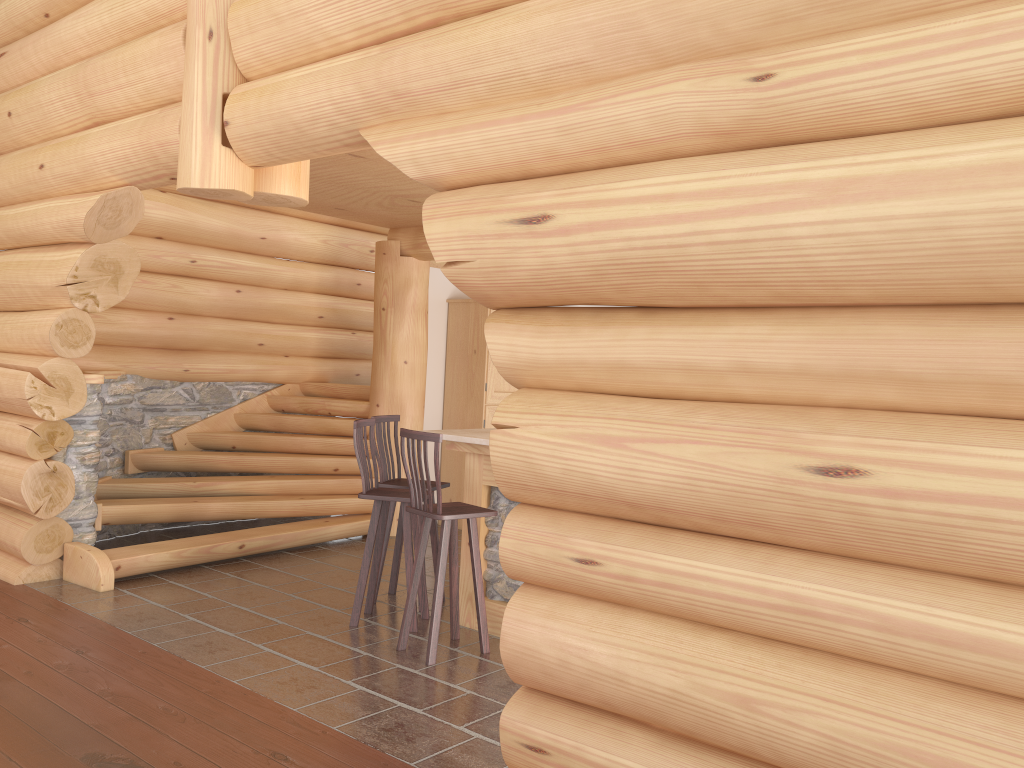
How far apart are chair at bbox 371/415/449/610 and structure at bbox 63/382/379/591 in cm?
151

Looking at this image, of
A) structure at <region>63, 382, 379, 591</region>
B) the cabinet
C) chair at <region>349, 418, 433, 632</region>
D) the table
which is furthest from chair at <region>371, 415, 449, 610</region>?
the cabinet

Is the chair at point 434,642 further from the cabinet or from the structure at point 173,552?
the cabinet

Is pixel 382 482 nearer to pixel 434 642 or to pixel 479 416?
pixel 434 642

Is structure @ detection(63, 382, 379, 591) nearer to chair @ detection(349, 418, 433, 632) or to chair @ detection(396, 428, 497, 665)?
chair @ detection(349, 418, 433, 632)

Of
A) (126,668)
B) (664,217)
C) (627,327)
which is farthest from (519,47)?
(126,668)

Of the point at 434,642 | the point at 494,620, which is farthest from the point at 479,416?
the point at 434,642

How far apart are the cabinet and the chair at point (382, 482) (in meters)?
2.59

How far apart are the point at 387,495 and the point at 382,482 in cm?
60

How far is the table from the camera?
5.6m
